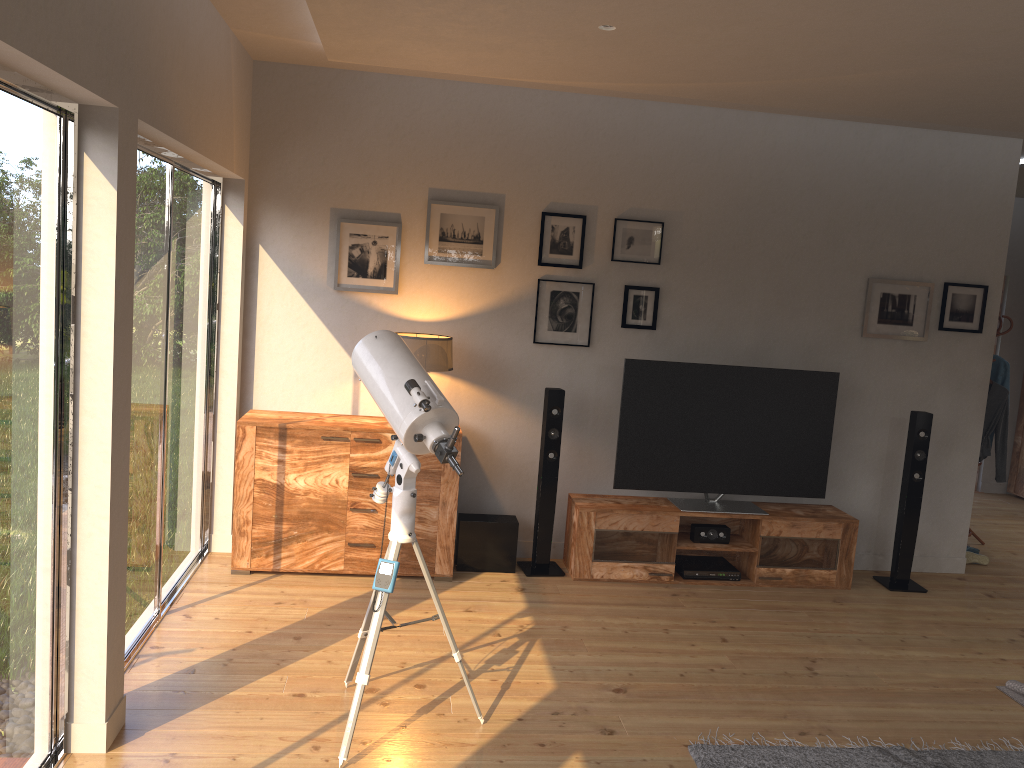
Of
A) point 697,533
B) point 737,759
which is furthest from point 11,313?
point 697,533

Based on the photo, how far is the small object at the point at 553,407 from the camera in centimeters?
511cm

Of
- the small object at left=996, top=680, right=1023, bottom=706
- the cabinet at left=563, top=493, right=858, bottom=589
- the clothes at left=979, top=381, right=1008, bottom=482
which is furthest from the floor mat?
the clothes at left=979, top=381, right=1008, bottom=482

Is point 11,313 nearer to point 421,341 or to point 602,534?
point 421,341

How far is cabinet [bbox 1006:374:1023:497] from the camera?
8.4 meters

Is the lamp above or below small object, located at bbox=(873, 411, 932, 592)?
above

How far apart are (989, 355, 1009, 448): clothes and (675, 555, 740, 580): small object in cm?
268

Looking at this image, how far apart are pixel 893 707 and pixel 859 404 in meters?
2.3

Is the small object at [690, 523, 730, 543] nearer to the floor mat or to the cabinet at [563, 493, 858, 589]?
the cabinet at [563, 493, 858, 589]

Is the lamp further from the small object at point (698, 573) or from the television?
the small object at point (698, 573)
